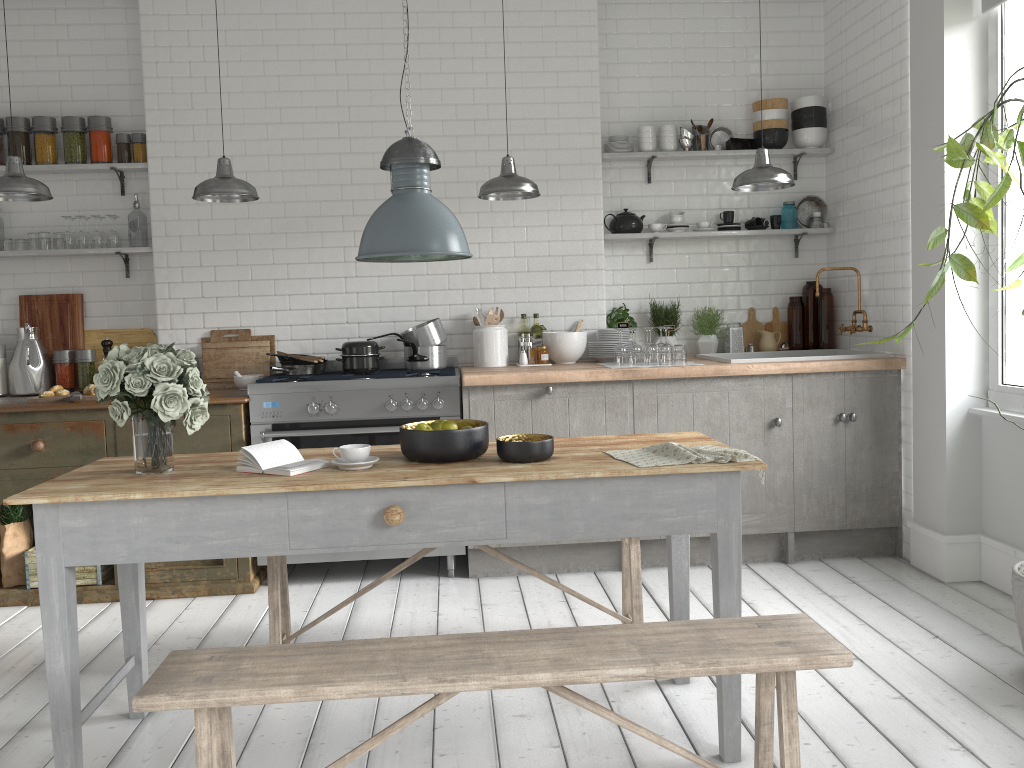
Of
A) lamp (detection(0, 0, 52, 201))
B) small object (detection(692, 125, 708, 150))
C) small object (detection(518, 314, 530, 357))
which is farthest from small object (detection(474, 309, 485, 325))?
lamp (detection(0, 0, 52, 201))

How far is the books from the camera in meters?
3.3

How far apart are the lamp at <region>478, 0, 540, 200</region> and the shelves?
1.31m

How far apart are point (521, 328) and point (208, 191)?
2.4 meters

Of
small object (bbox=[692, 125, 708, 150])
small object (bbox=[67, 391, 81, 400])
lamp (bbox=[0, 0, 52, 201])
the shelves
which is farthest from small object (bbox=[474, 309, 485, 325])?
lamp (bbox=[0, 0, 52, 201])

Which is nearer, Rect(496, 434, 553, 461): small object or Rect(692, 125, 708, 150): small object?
Rect(496, 434, 553, 461): small object

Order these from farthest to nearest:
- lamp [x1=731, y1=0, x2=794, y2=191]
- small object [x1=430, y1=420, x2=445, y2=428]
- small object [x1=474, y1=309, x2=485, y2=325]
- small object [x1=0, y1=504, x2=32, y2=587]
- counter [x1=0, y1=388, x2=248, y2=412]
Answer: small object [x1=474, y1=309, x2=485, y2=325]
small object [x1=0, y1=504, x2=32, y2=587]
counter [x1=0, y1=388, x2=248, y2=412]
lamp [x1=731, y1=0, x2=794, y2=191]
small object [x1=430, y1=420, x2=445, y2=428]

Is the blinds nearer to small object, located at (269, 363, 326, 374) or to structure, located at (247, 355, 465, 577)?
structure, located at (247, 355, 465, 577)

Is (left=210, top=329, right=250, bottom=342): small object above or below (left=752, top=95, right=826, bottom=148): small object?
below

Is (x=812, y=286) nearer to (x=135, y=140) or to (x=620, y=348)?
(x=620, y=348)
